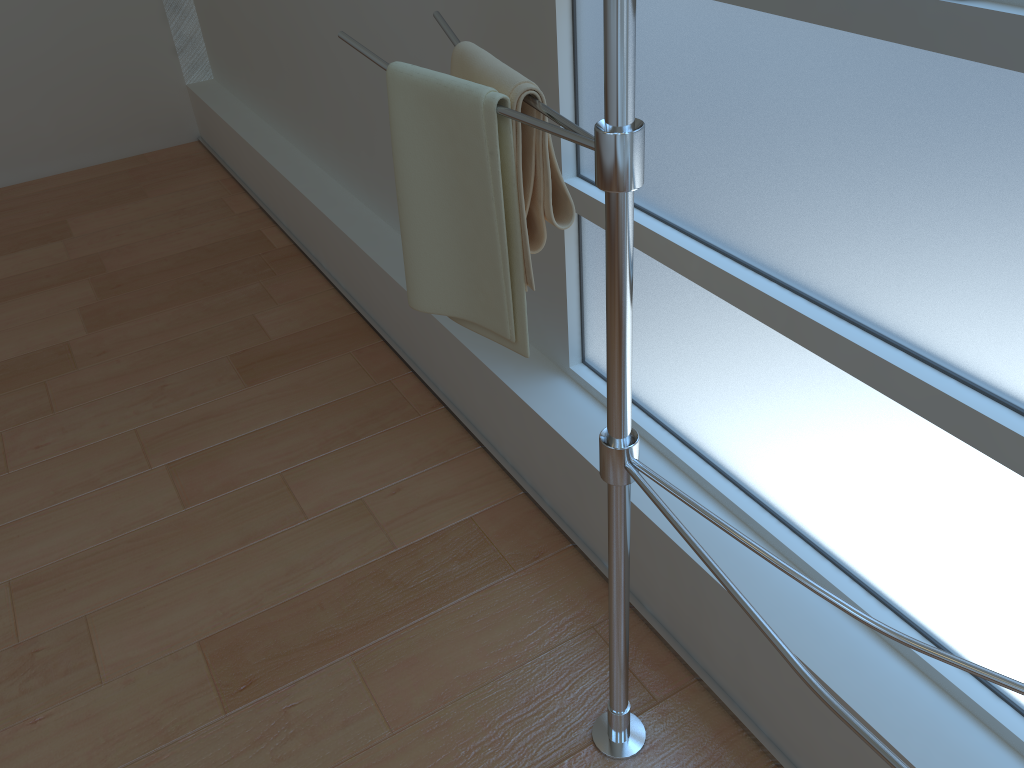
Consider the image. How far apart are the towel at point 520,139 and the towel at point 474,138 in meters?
0.0 m

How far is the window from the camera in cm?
94

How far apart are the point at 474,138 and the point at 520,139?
0.1m

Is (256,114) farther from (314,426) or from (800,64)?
(800,64)

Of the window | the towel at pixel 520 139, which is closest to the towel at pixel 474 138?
the towel at pixel 520 139

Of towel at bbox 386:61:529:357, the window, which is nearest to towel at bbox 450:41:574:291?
towel at bbox 386:61:529:357

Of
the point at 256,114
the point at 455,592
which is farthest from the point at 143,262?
the point at 455,592

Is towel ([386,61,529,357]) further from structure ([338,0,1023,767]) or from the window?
the window

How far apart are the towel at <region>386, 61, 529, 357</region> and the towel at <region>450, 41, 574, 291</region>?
0.0 meters

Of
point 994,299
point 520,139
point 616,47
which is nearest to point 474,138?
point 520,139
